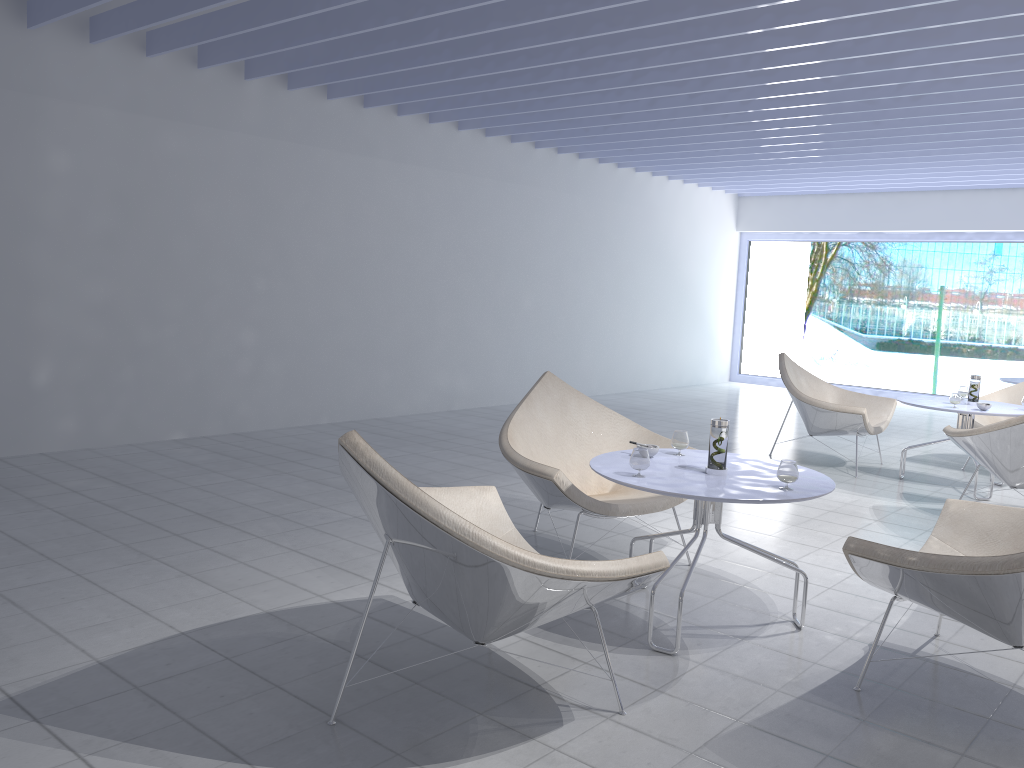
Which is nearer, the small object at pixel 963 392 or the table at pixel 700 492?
the table at pixel 700 492

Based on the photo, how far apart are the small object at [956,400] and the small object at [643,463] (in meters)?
3.31

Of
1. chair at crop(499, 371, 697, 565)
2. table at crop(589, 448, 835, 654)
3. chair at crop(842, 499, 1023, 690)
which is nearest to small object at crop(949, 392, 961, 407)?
chair at crop(499, 371, 697, 565)

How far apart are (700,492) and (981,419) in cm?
450

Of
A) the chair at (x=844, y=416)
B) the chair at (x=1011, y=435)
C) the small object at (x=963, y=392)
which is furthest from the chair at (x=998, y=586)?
the small object at (x=963, y=392)

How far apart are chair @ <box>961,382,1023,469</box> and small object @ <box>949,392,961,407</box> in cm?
102

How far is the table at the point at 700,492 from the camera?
2.7m

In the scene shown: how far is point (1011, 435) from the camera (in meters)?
4.50

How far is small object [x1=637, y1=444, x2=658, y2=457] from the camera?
3.21m

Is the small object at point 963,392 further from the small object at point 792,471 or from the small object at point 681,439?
the small object at point 792,471
